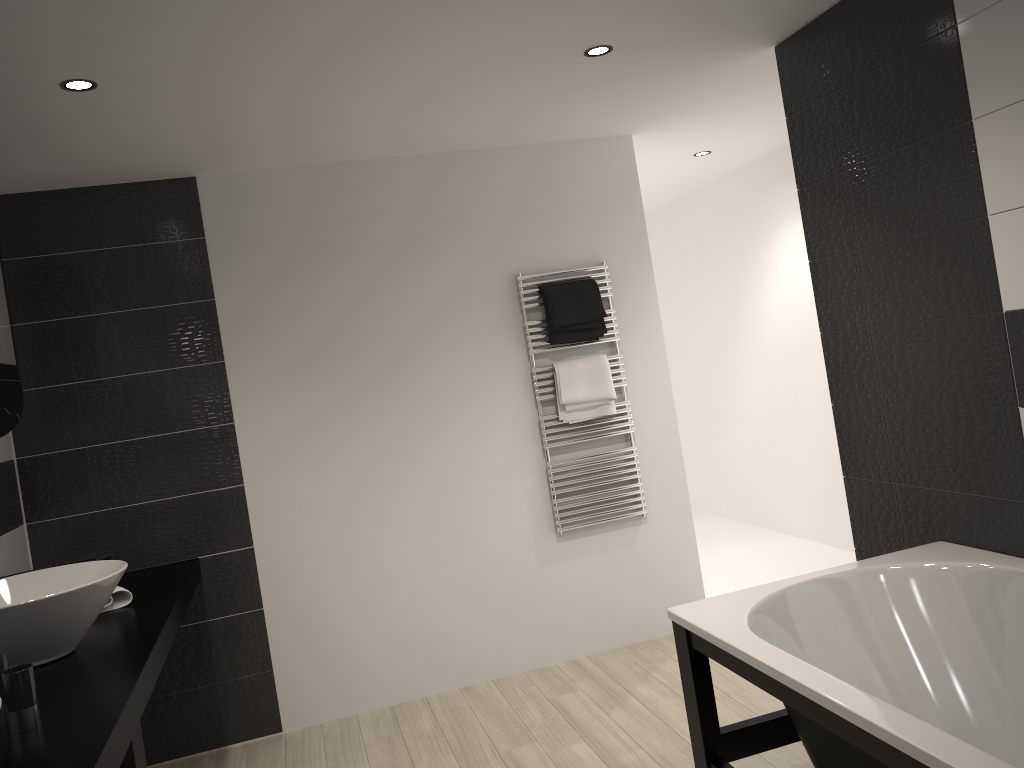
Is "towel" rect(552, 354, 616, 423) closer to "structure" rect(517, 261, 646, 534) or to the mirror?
"structure" rect(517, 261, 646, 534)

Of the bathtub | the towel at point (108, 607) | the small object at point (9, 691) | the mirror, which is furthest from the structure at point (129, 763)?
the bathtub

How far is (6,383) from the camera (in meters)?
2.92

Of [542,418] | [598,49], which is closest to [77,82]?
[598,49]

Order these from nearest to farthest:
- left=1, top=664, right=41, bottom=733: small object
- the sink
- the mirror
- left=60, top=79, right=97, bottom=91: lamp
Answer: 1. left=1, top=664, right=41, bottom=733: small object
2. the sink
3. left=60, top=79, right=97, bottom=91: lamp
4. the mirror

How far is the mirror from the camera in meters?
2.9 m

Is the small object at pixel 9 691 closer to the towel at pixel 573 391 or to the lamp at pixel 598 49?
the lamp at pixel 598 49

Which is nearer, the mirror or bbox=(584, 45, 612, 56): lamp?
the mirror

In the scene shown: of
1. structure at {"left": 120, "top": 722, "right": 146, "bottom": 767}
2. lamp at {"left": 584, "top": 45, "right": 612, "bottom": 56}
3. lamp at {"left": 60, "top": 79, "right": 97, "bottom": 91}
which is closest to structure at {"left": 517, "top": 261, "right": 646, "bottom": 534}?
lamp at {"left": 584, "top": 45, "right": 612, "bottom": 56}

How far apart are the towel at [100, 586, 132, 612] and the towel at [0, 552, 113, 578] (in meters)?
0.14
